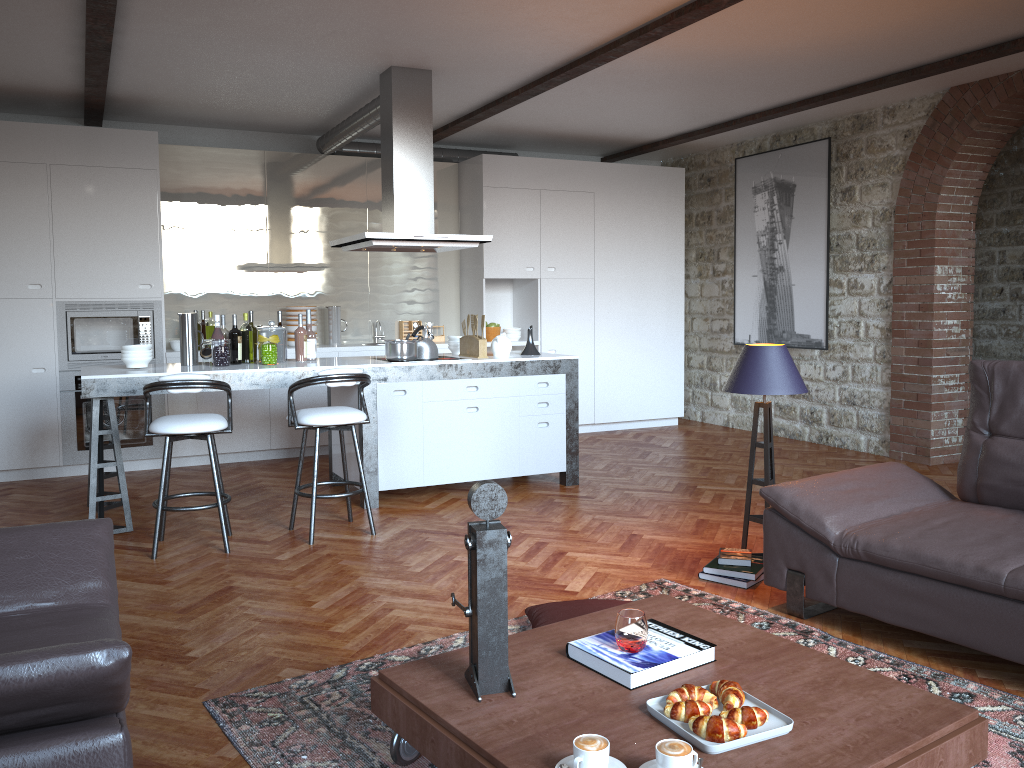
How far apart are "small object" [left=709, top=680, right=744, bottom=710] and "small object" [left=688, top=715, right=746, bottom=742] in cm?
10

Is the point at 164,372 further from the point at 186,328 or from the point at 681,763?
the point at 681,763

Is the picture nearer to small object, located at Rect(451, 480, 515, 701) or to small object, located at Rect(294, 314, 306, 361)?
small object, located at Rect(294, 314, 306, 361)

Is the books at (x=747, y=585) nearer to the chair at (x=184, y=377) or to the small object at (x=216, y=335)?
the chair at (x=184, y=377)

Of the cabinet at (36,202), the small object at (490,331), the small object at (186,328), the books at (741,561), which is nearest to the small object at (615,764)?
the books at (741,561)

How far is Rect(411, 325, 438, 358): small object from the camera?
6.2m

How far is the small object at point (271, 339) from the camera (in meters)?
5.70

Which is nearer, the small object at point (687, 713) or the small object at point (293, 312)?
the small object at point (687, 713)

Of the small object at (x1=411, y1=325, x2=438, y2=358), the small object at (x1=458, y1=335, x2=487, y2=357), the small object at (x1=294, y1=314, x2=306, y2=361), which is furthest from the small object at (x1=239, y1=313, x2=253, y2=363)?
the small object at (x1=458, y1=335, x2=487, y2=357)

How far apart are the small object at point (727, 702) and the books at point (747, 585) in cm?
186
